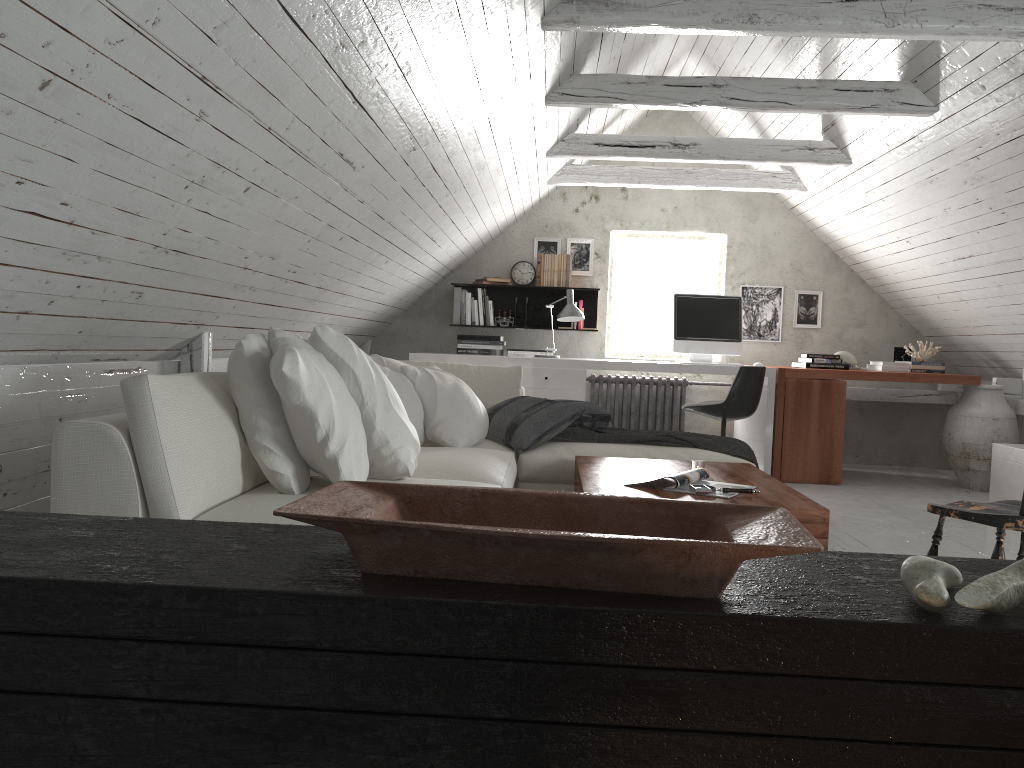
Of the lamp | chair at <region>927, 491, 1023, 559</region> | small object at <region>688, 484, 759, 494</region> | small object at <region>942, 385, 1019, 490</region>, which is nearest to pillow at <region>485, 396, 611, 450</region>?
small object at <region>688, 484, 759, 494</region>

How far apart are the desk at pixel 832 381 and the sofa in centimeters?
196cm

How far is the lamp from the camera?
6.0 meters

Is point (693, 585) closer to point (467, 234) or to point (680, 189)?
point (467, 234)

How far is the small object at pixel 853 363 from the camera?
6.42m

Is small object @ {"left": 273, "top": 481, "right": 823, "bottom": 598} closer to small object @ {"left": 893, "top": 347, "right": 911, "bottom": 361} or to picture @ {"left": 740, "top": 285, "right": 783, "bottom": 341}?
small object @ {"left": 893, "top": 347, "right": 911, "bottom": 361}

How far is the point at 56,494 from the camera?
2.09m

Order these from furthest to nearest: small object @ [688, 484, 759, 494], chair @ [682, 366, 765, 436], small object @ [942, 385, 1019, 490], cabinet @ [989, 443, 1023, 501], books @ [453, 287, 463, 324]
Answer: books @ [453, 287, 463, 324]
small object @ [942, 385, 1019, 490]
chair @ [682, 366, 765, 436]
cabinet @ [989, 443, 1023, 501]
small object @ [688, 484, 759, 494]

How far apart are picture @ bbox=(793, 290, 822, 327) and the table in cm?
364

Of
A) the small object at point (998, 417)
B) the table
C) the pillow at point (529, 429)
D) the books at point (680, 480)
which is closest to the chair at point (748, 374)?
the pillow at point (529, 429)
